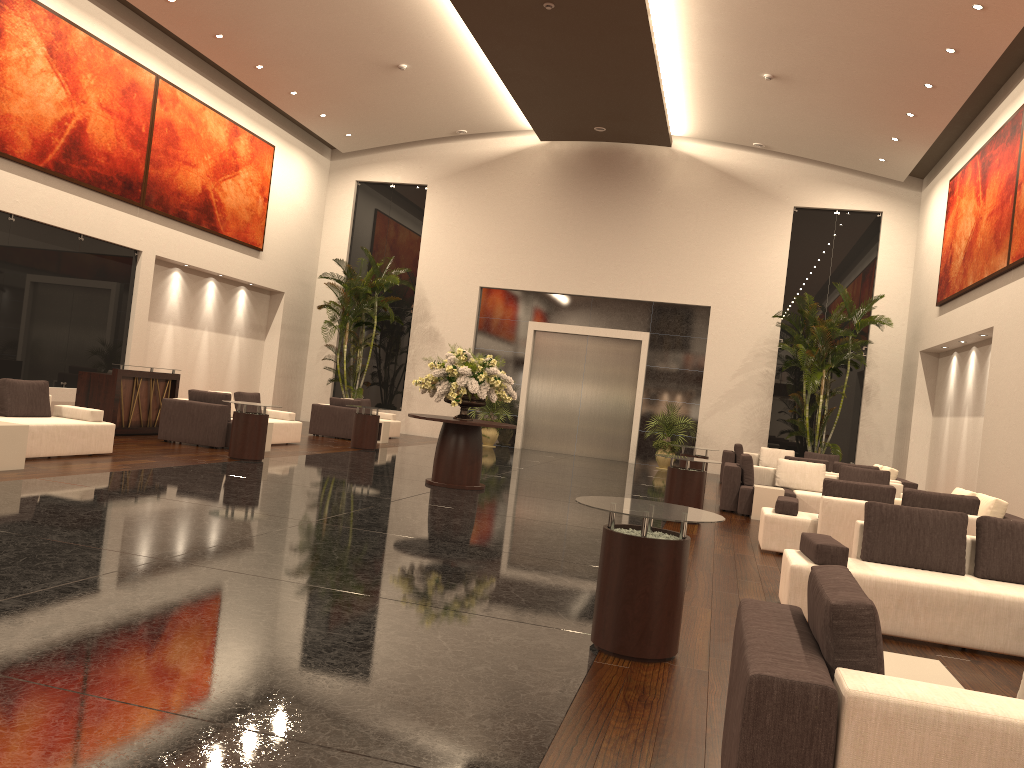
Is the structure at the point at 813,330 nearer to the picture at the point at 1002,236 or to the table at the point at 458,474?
the picture at the point at 1002,236

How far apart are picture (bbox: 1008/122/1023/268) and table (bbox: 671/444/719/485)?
5.61m

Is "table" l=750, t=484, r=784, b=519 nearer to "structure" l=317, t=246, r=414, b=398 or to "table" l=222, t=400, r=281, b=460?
"table" l=222, t=400, r=281, b=460

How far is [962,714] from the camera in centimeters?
225cm

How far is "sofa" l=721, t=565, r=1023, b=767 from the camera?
2.2m

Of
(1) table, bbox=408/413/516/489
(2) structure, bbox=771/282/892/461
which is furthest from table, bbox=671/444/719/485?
(2) structure, bbox=771/282/892/461

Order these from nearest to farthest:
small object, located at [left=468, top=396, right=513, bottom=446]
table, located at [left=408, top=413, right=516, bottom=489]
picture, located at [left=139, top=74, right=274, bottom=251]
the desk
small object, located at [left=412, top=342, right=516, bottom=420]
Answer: small object, located at [left=412, top=342, right=516, bottom=420] → table, located at [left=408, top=413, right=516, bottom=489] → the desk → picture, located at [left=139, top=74, right=274, bottom=251] → small object, located at [left=468, top=396, right=513, bottom=446]

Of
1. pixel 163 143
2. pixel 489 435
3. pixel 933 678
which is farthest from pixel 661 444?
pixel 933 678

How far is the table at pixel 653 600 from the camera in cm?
472

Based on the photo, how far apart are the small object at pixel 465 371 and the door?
9.9m
